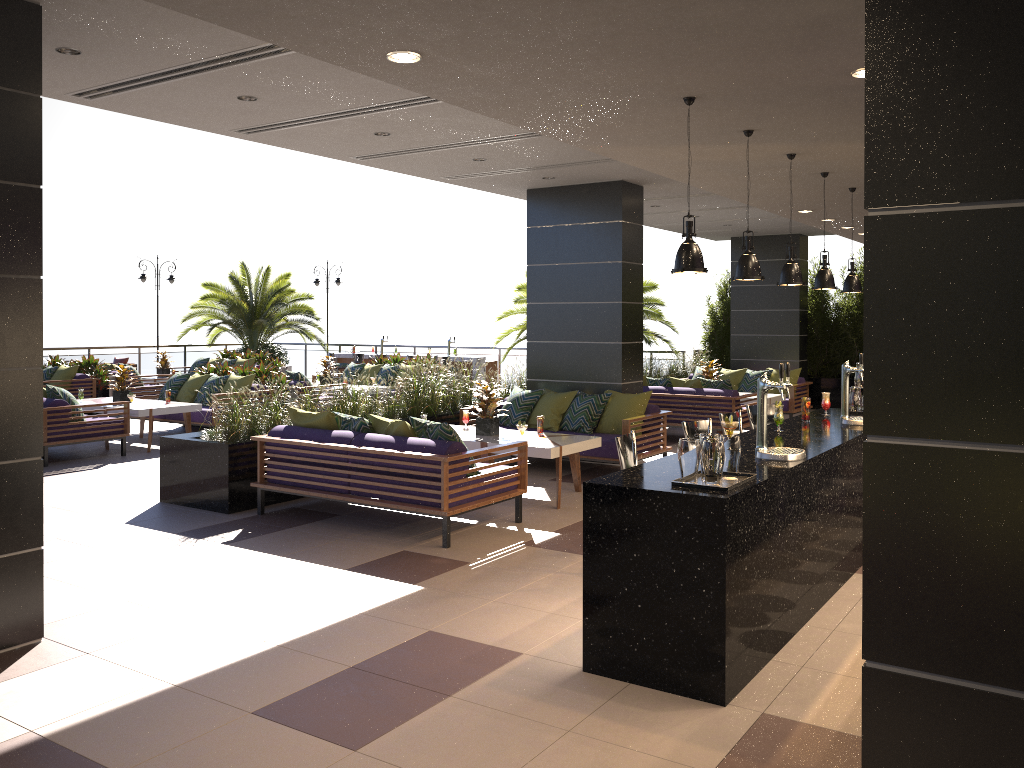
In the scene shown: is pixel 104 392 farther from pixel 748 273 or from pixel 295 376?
pixel 748 273

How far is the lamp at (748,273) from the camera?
5.01m

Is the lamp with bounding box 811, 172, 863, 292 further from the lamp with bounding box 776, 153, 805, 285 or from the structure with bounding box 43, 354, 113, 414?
the structure with bounding box 43, 354, 113, 414

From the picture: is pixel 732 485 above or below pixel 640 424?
above

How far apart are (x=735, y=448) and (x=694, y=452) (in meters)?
0.26

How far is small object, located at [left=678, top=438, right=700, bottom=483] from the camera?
4.1m

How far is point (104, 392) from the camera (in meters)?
15.48

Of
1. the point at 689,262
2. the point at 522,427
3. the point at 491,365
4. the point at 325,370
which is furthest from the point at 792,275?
the point at 491,365

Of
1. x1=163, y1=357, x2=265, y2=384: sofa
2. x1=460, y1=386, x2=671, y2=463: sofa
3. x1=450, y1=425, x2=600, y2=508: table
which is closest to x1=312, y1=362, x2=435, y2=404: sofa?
x1=163, y1=357, x2=265, y2=384: sofa

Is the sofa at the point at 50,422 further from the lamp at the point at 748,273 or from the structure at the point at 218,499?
the lamp at the point at 748,273
